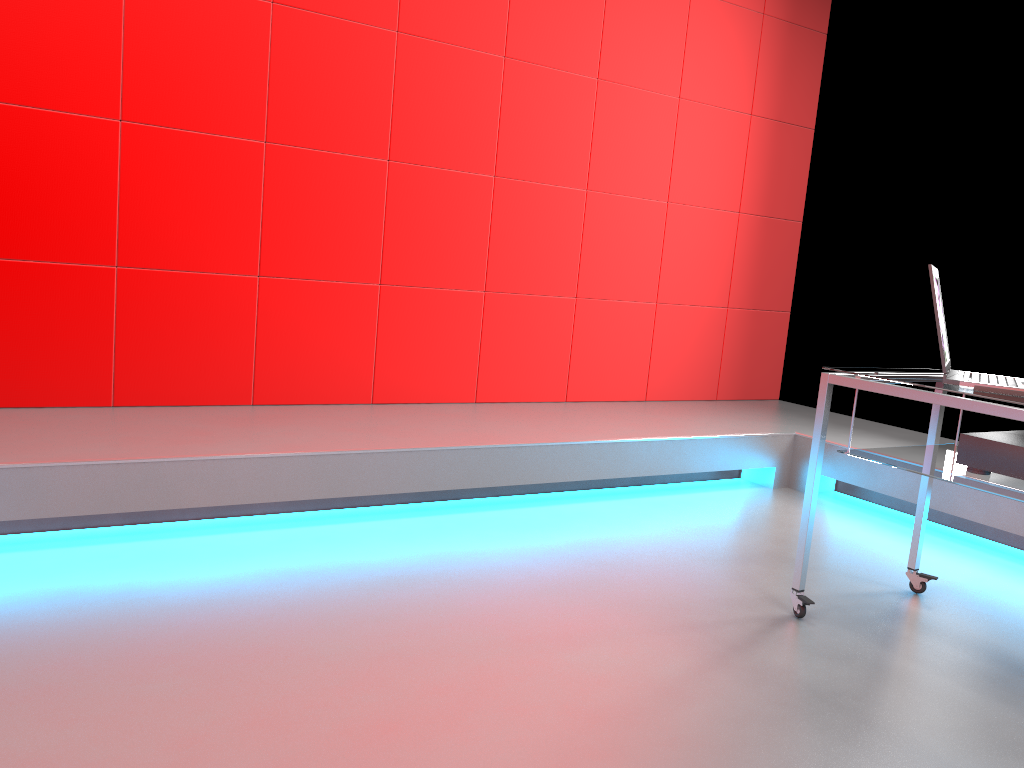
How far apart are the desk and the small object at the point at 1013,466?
0.0m

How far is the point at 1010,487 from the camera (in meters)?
2.05

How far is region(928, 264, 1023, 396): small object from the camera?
2.1m

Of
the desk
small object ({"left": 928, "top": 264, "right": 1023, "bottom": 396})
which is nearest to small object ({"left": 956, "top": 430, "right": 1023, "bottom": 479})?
the desk

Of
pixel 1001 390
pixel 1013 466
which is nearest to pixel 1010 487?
pixel 1013 466

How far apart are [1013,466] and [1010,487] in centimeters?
6cm

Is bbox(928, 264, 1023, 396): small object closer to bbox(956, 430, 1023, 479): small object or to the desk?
the desk

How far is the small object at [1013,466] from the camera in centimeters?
209cm

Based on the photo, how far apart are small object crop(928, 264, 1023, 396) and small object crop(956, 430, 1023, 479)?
0.1m

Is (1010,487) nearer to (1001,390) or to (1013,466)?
(1013,466)
